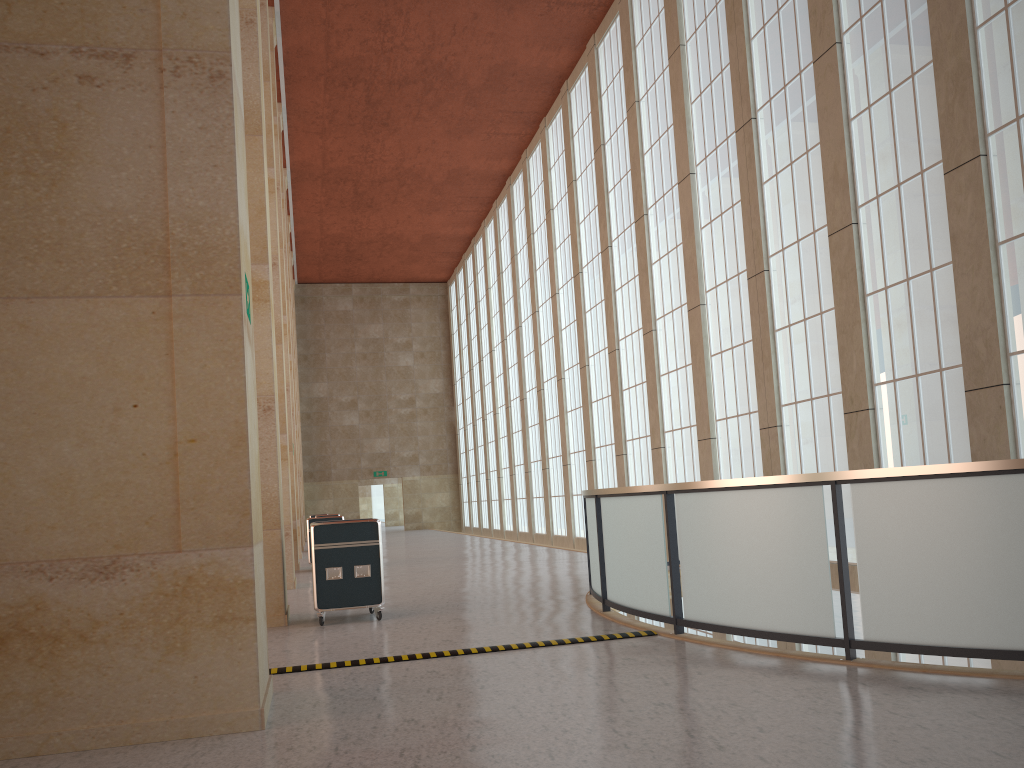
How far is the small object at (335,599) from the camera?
13.08m

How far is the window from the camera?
13.4 meters

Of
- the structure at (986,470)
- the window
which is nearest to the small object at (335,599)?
the structure at (986,470)

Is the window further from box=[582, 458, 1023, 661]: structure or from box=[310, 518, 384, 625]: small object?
box=[310, 518, 384, 625]: small object

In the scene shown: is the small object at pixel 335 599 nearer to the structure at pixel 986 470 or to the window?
the structure at pixel 986 470

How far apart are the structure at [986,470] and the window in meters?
2.9 m

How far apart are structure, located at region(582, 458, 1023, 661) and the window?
2.86m

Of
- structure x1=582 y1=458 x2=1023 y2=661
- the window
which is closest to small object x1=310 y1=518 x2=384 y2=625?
structure x1=582 y1=458 x2=1023 y2=661

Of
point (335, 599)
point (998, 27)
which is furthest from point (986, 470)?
point (998, 27)

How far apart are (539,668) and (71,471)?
4.6m
